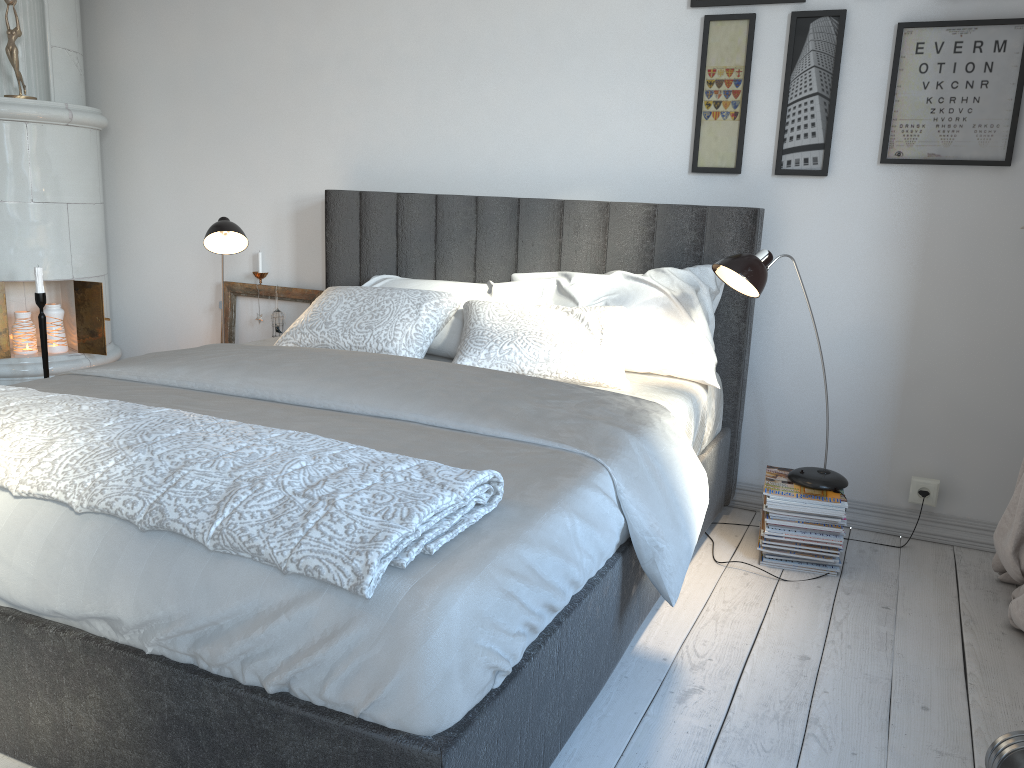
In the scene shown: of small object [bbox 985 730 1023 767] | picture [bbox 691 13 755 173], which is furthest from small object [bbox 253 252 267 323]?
small object [bbox 985 730 1023 767]

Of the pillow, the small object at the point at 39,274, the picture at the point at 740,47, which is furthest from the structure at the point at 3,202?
the picture at the point at 740,47

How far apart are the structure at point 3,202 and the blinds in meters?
3.4 m

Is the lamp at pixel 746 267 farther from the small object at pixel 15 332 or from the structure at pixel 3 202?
the small object at pixel 15 332

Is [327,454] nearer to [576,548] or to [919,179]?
[576,548]

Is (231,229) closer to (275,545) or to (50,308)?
(50,308)

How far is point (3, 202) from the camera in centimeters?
354cm

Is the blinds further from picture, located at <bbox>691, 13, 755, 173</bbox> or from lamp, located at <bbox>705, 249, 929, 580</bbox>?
picture, located at <bbox>691, 13, 755, 173</bbox>

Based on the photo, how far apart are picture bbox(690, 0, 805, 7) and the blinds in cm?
175

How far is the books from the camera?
2.6 meters
